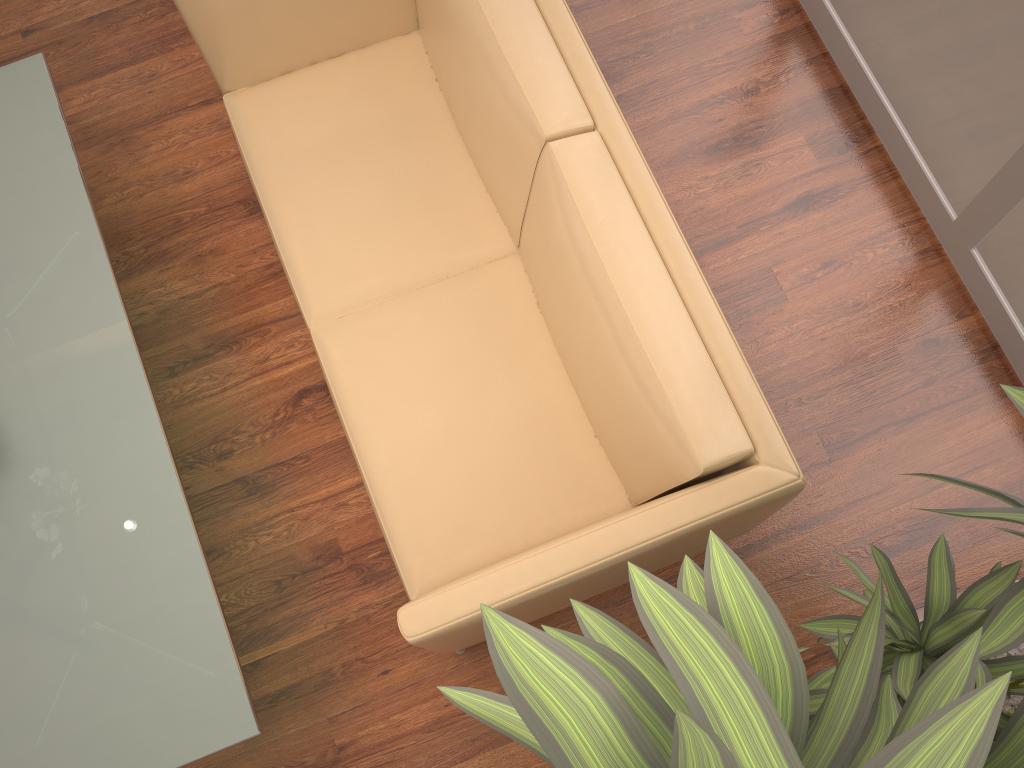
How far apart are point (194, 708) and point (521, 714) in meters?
1.5 m

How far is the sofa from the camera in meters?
1.8 m

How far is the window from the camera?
2.3m

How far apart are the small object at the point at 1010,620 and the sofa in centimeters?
21cm

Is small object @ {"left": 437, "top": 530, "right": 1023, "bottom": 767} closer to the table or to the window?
the table

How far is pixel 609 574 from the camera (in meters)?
1.84

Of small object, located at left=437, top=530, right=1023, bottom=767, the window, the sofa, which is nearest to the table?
the sofa

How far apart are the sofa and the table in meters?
0.4

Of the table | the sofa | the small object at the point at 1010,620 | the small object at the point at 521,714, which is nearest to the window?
the small object at the point at 1010,620

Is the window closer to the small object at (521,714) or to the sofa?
the sofa
